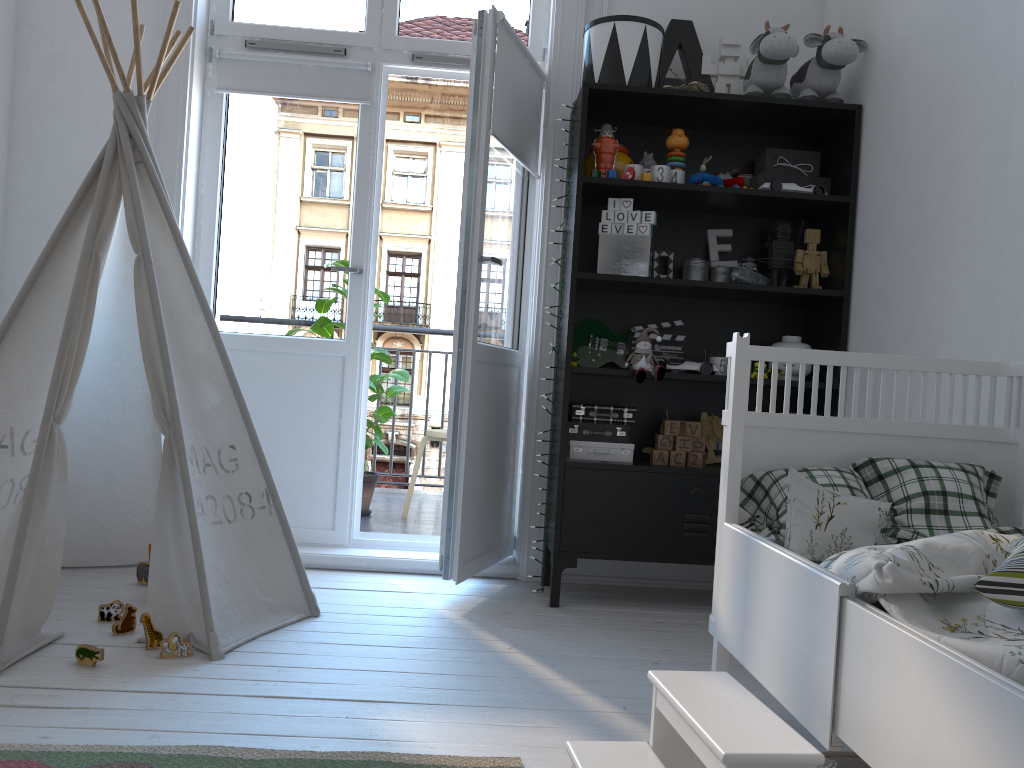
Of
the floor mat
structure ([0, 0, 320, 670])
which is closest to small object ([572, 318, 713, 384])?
structure ([0, 0, 320, 670])

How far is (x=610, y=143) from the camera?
2.90m

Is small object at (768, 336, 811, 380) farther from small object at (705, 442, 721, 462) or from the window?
the window

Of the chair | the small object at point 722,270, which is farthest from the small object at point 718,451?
the chair

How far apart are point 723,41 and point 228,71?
1.8 meters

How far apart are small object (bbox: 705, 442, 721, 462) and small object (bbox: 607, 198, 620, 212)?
0.93m

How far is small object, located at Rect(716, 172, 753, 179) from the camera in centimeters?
319cm

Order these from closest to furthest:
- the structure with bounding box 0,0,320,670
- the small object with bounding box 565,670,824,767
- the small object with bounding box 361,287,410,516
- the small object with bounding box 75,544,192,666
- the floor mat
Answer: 1. the small object with bounding box 565,670,824,767
2. the floor mat
3. the small object with bounding box 75,544,192,666
4. the structure with bounding box 0,0,320,670
5. the small object with bounding box 361,287,410,516

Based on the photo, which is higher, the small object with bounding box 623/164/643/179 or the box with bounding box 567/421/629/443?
the small object with bounding box 623/164/643/179

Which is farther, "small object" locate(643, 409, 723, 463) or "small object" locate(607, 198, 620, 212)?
"small object" locate(643, 409, 723, 463)
